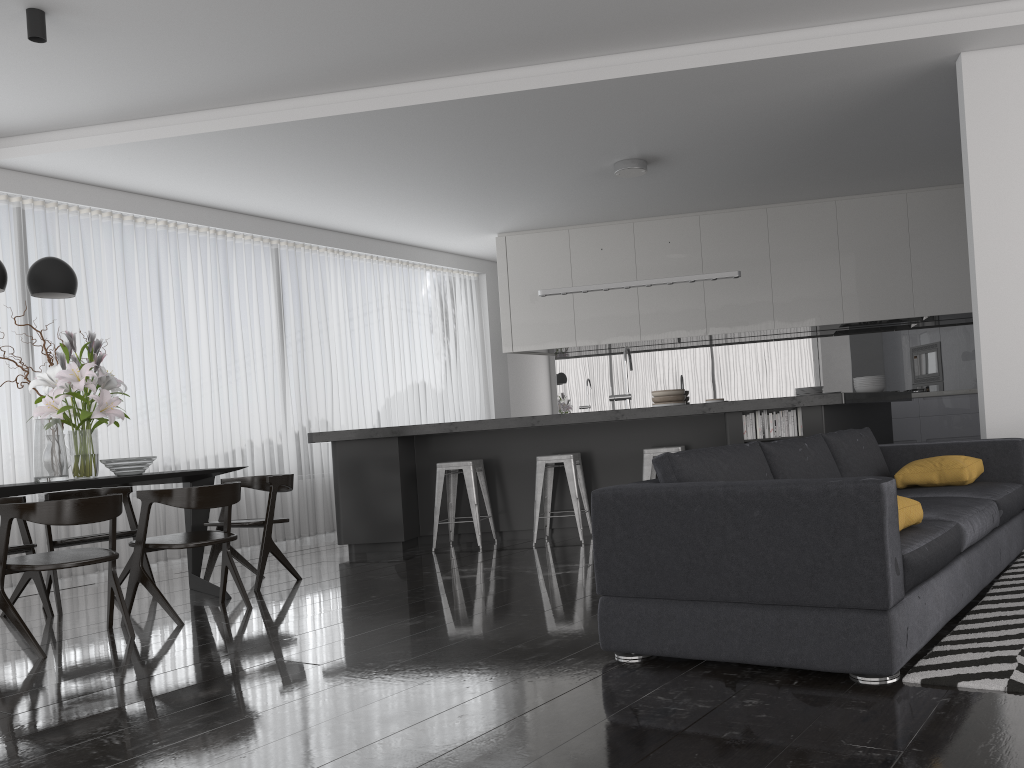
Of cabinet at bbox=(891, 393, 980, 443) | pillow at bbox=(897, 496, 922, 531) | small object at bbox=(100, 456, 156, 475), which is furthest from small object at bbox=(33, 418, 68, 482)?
cabinet at bbox=(891, 393, 980, 443)

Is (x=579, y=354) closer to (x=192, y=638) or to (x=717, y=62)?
(x=717, y=62)

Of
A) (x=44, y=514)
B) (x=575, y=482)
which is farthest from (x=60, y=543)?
(x=575, y=482)

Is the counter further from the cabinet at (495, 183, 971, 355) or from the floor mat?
the floor mat

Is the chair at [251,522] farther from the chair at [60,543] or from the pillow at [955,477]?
the pillow at [955,477]

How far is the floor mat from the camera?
2.4 meters

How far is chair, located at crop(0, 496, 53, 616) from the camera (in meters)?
4.97

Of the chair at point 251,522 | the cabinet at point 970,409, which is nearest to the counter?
the chair at point 251,522

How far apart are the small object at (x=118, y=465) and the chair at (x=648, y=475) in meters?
3.2

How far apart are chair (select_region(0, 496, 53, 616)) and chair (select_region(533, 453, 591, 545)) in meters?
3.2
